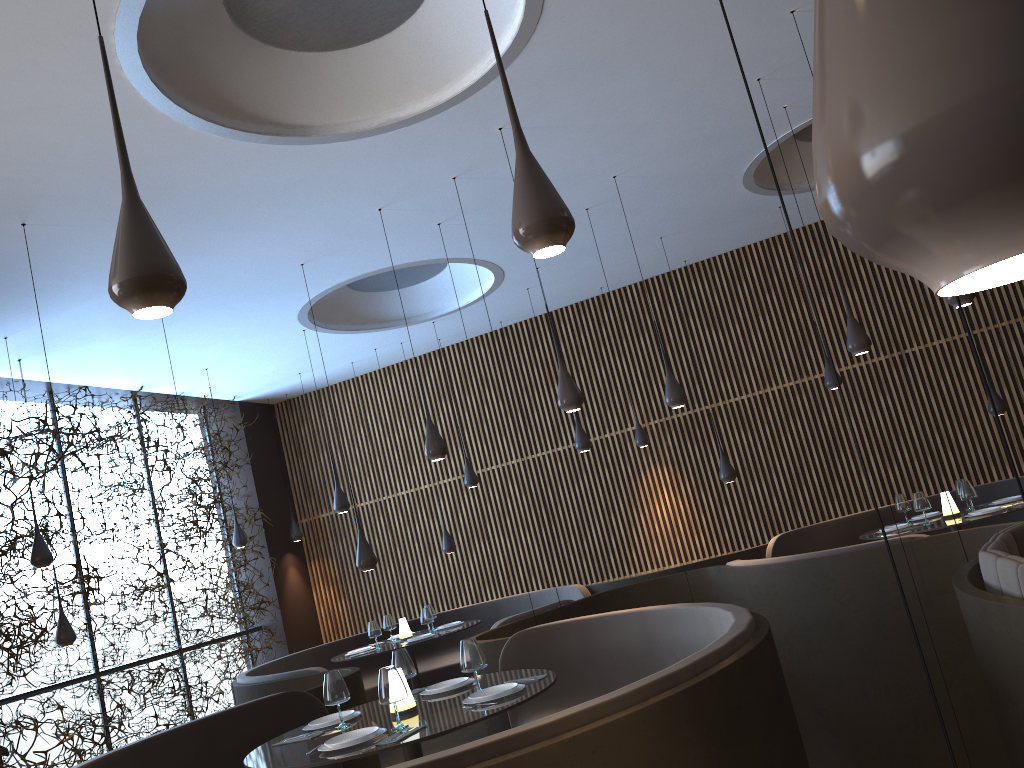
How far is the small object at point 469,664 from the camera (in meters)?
4.67

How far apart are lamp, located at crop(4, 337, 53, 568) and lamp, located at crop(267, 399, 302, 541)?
5.26m

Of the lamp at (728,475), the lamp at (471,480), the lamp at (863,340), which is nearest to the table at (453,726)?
the lamp at (863,340)

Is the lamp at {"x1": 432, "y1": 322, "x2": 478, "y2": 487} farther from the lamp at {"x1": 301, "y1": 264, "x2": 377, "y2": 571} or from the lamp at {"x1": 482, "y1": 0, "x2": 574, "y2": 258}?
the lamp at {"x1": 482, "y1": 0, "x2": 574, "y2": 258}

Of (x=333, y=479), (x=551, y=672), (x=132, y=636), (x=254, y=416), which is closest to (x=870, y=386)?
(x=551, y=672)

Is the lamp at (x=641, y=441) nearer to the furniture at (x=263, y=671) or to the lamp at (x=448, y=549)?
the furniture at (x=263, y=671)

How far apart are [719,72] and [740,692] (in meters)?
4.88

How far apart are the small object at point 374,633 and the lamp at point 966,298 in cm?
635

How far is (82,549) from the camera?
10.4 meters

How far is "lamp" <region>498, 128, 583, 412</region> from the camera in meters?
6.3
